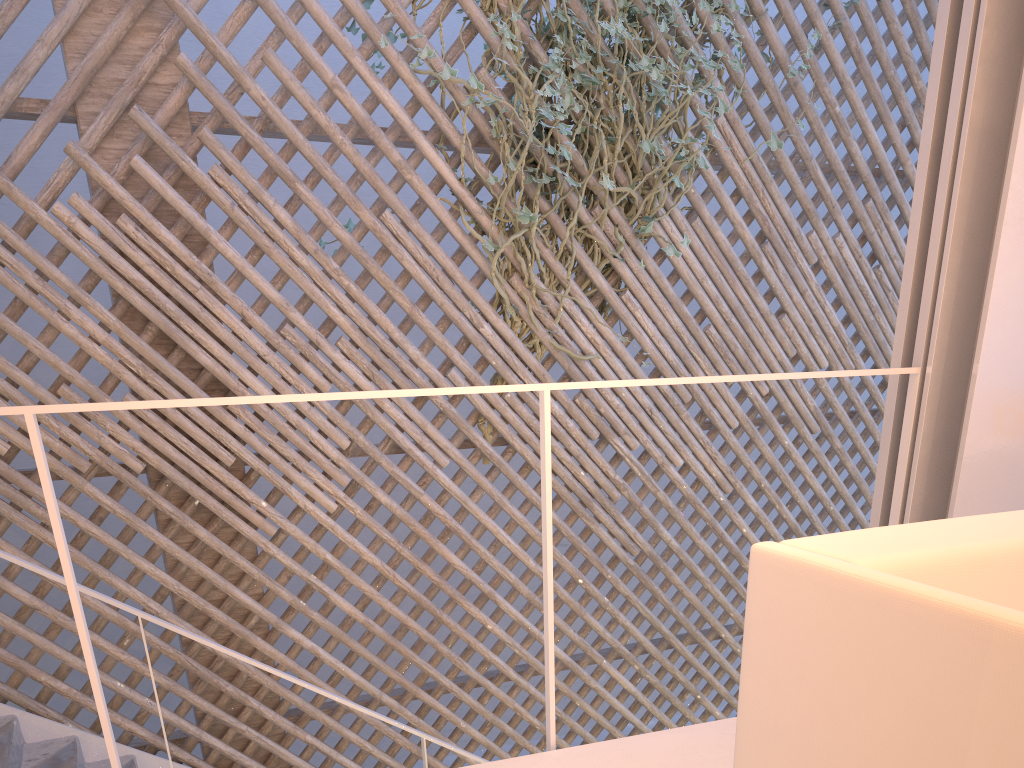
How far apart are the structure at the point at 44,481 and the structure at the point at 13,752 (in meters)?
0.75

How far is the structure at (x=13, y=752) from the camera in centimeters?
185cm

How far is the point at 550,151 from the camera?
2.5 meters

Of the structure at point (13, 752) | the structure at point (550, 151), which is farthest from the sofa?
the structure at point (550, 151)

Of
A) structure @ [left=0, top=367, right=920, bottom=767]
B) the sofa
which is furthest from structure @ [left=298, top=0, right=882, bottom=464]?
the sofa

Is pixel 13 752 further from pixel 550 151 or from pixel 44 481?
pixel 550 151

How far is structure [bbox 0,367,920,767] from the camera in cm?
88

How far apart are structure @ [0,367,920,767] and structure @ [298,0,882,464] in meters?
1.3 m

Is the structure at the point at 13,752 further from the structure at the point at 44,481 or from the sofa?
the sofa

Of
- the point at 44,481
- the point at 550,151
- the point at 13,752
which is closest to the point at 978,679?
the point at 44,481
